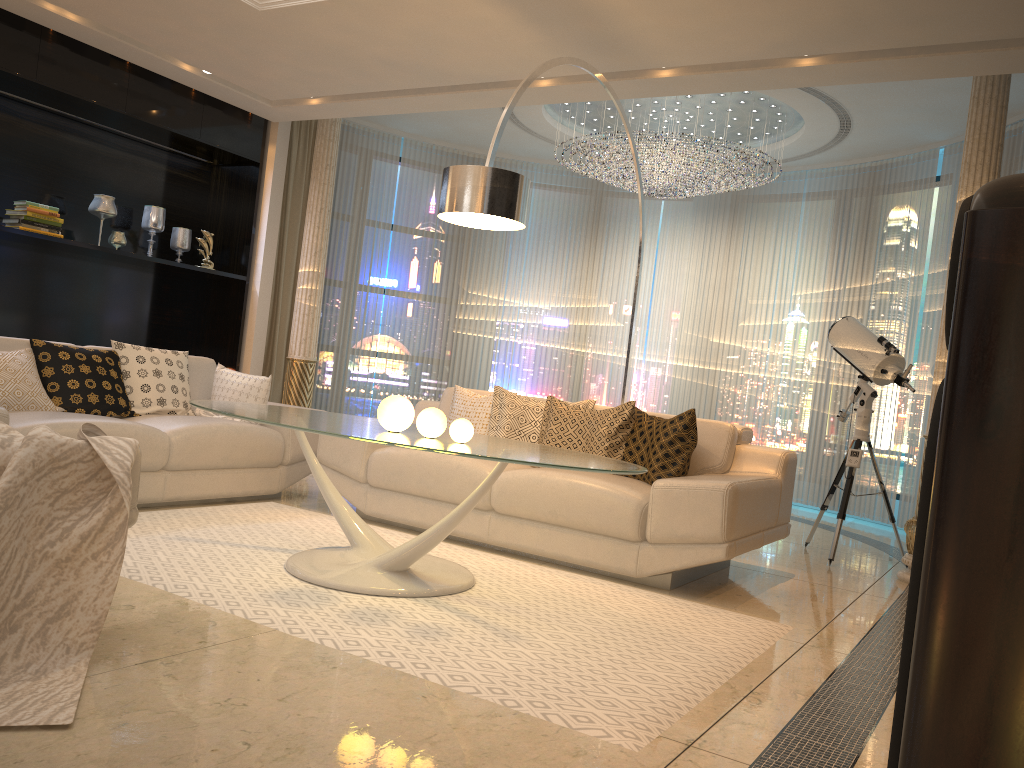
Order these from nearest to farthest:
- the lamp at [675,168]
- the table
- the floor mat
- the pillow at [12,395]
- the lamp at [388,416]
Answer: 1. the floor mat
2. the table
3. the lamp at [388,416]
4. the pillow at [12,395]
5. the lamp at [675,168]

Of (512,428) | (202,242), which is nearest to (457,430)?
(512,428)

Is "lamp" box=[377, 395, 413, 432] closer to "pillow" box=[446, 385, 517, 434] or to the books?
"pillow" box=[446, 385, 517, 434]

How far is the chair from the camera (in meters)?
2.51

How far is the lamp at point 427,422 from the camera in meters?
3.3

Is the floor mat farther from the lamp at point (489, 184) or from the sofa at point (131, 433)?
the lamp at point (489, 184)

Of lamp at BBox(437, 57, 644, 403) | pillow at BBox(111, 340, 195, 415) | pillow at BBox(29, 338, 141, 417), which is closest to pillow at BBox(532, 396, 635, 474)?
lamp at BBox(437, 57, 644, 403)

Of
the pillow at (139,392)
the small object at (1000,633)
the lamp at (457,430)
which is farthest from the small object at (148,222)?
the small object at (1000,633)

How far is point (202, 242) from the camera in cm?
682

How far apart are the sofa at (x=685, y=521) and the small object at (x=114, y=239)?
2.64m
